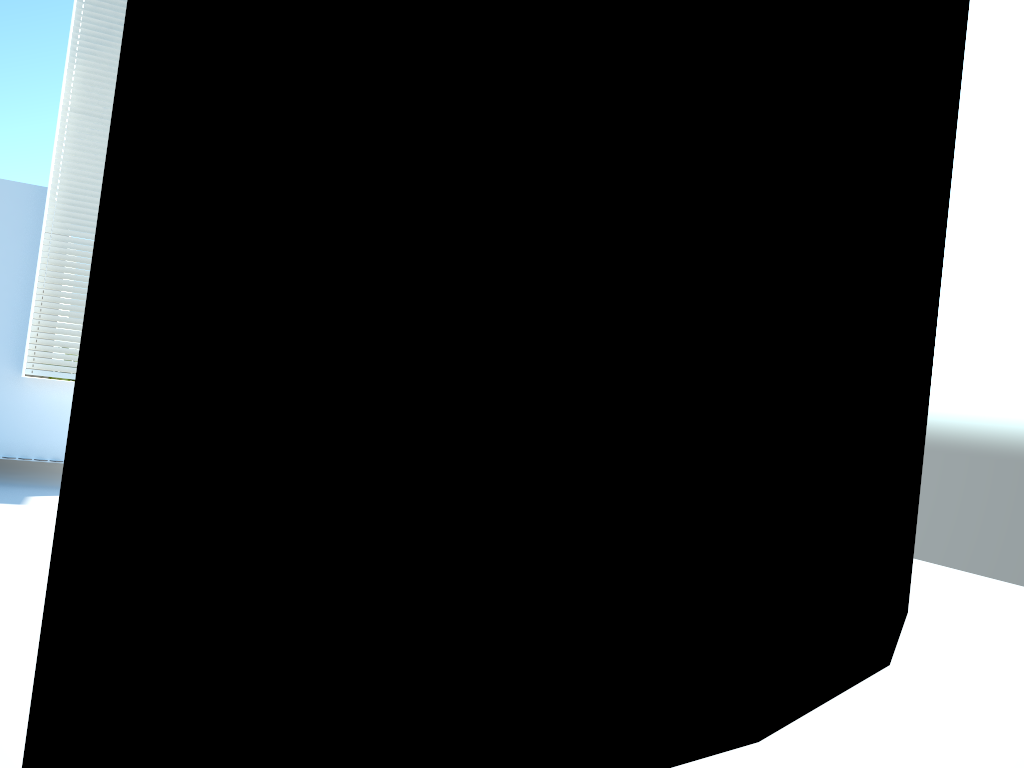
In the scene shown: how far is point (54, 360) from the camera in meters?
8.6 m

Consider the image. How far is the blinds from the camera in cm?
859

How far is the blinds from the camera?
8.59m
